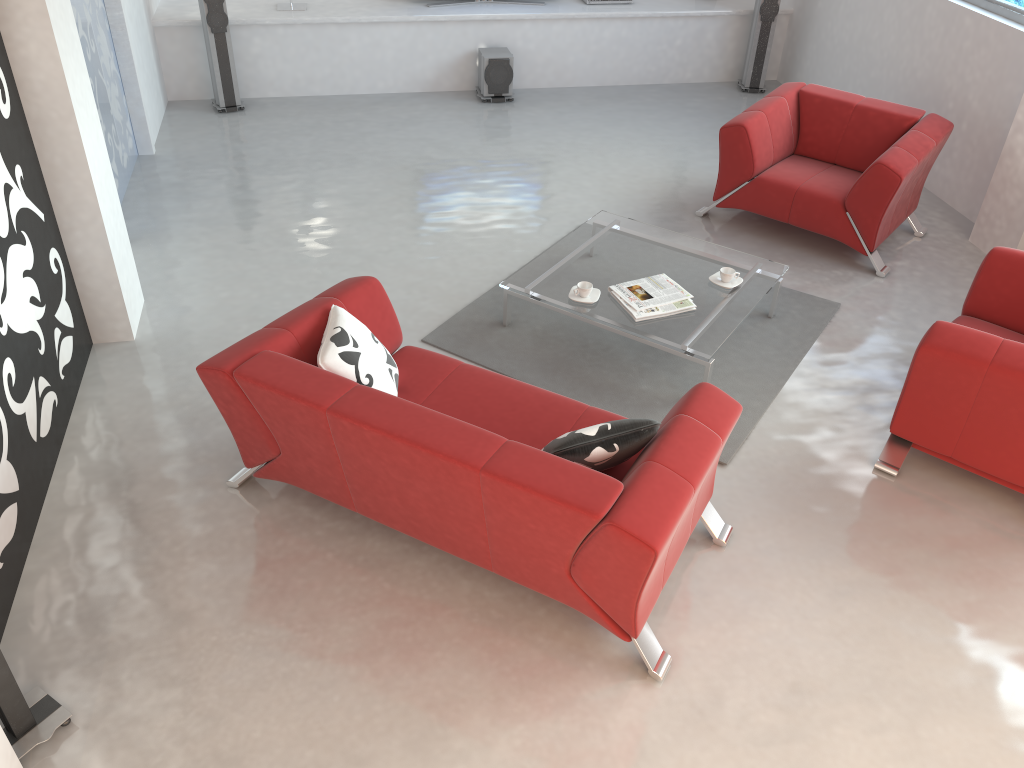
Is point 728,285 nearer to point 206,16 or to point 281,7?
point 206,16

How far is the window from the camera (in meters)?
5.59

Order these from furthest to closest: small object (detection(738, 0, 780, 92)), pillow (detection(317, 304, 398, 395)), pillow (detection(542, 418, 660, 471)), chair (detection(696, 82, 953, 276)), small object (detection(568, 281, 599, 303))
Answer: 1. small object (detection(738, 0, 780, 92))
2. chair (detection(696, 82, 953, 276))
3. small object (detection(568, 281, 599, 303))
4. pillow (detection(317, 304, 398, 395))
5. pillow (detection(542, 418, 660, 471))

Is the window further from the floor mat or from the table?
the table

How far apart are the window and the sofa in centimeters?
410cm

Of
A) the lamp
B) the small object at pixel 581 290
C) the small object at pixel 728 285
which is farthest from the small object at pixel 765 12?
the small object at pixel 581 290

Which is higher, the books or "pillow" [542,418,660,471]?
"pillow" [542,418,660,471]

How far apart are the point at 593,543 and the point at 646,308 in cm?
189

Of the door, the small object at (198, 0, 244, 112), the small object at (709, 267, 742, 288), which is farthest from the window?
the door

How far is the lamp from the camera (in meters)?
7.43
